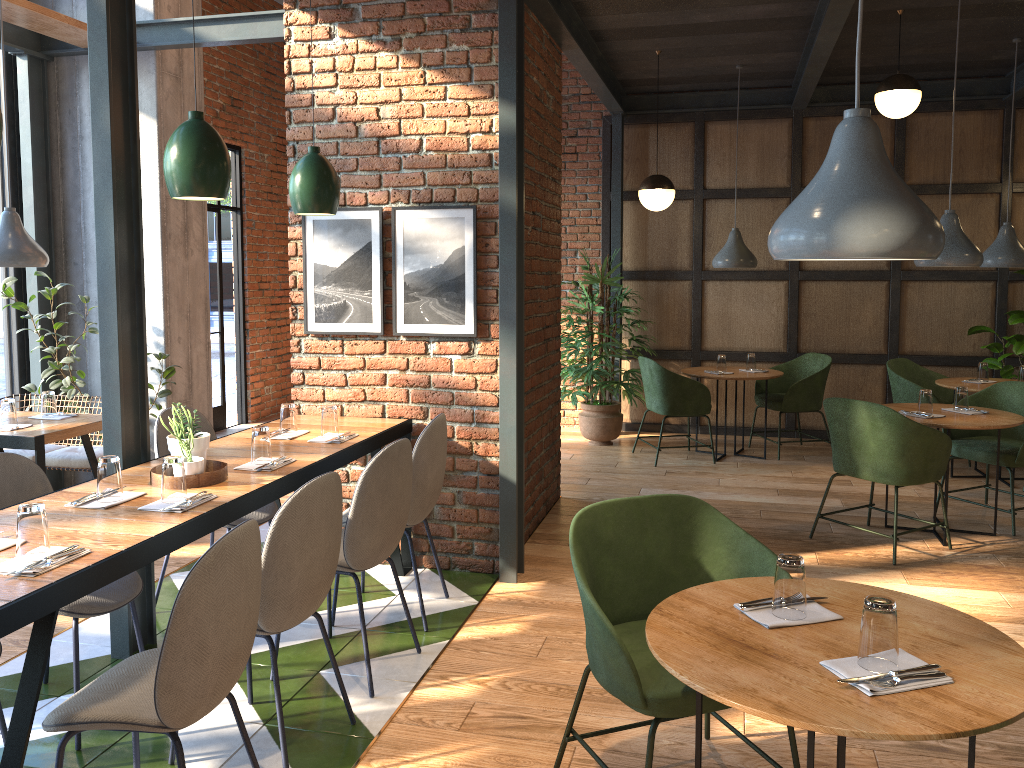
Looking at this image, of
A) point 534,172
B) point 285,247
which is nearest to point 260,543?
point 534,172

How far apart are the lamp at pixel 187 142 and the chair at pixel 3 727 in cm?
173

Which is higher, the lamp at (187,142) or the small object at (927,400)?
the lamp at (187,142)

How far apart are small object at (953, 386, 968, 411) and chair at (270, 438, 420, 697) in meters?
3.5 m

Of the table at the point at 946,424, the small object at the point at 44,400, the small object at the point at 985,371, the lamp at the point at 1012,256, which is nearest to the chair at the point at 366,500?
the small object at the point at 44,400

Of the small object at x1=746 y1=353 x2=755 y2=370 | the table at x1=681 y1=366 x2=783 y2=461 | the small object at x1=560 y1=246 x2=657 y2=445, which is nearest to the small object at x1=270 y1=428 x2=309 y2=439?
the small object at x1=560 y1=246 x2=657 y2=445

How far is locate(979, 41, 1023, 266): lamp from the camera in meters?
6.1 m

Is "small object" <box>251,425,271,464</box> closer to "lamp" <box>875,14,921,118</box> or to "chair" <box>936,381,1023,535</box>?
"chair" <box>936,381,1023,535</box>

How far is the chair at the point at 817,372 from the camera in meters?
7.0 m

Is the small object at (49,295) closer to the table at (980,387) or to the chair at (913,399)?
the chair at (913,399)
